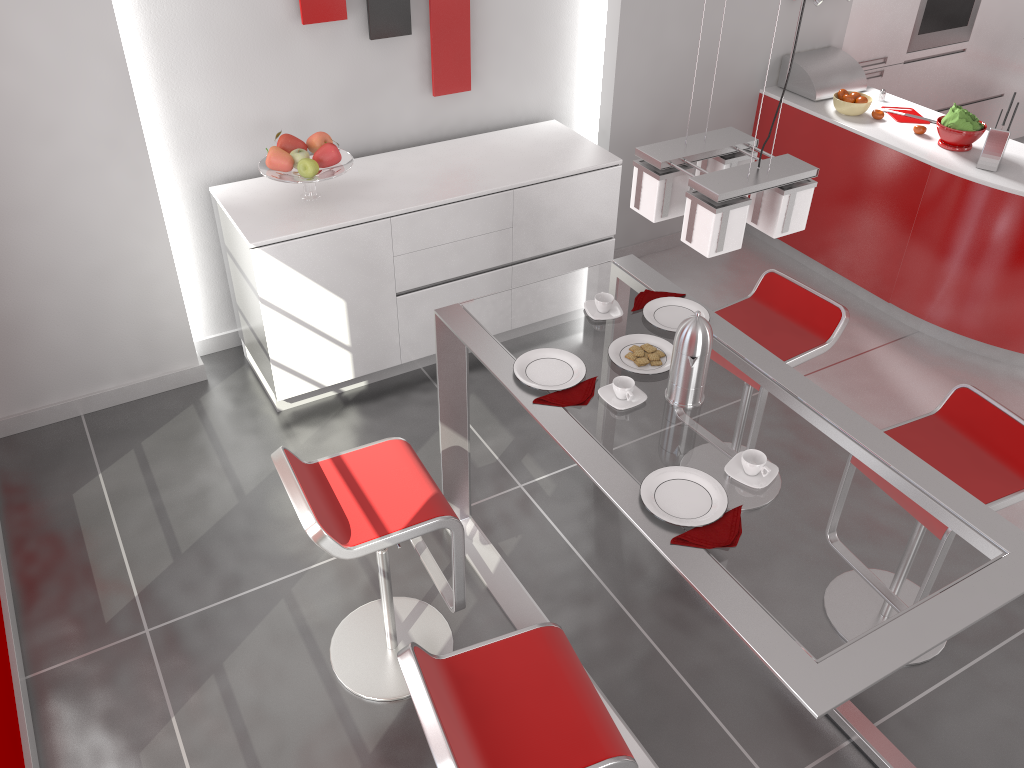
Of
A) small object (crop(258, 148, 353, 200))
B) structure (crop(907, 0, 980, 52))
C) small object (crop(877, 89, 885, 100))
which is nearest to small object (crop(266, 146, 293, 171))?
small object (crop(258, 148, 353, 200))

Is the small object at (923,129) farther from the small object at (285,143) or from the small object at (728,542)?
the small object at (728,542)

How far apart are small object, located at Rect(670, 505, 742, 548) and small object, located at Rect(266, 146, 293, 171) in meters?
2.4 m

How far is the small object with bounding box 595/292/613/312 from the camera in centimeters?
284cm

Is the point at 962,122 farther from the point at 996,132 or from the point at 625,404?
the point at 625,404

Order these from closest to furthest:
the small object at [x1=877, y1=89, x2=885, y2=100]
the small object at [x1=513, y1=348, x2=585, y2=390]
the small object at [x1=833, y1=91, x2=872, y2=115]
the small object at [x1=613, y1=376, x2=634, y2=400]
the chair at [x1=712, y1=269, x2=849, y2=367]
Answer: the small object at [x1=613, y1=376, x2=634, y2=400]
the small object at [x1=513, y1=348, x2=585, y2=390]
the chair at [x1=712, y1=269, x2=849, y2=367]
the small object at [x1=833, y1=91, x2=872, y2=115]
the small object at [x1=877, y1=89, x2=885, y2=100]

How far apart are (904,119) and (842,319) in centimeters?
209cm

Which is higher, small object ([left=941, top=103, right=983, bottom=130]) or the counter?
small object ([left=941, top=103, right=983, bottom=130])

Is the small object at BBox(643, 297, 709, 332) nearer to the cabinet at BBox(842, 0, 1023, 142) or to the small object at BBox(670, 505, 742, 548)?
the small object at BBox(670, 505, 742, 548)

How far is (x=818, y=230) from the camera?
5.01m
